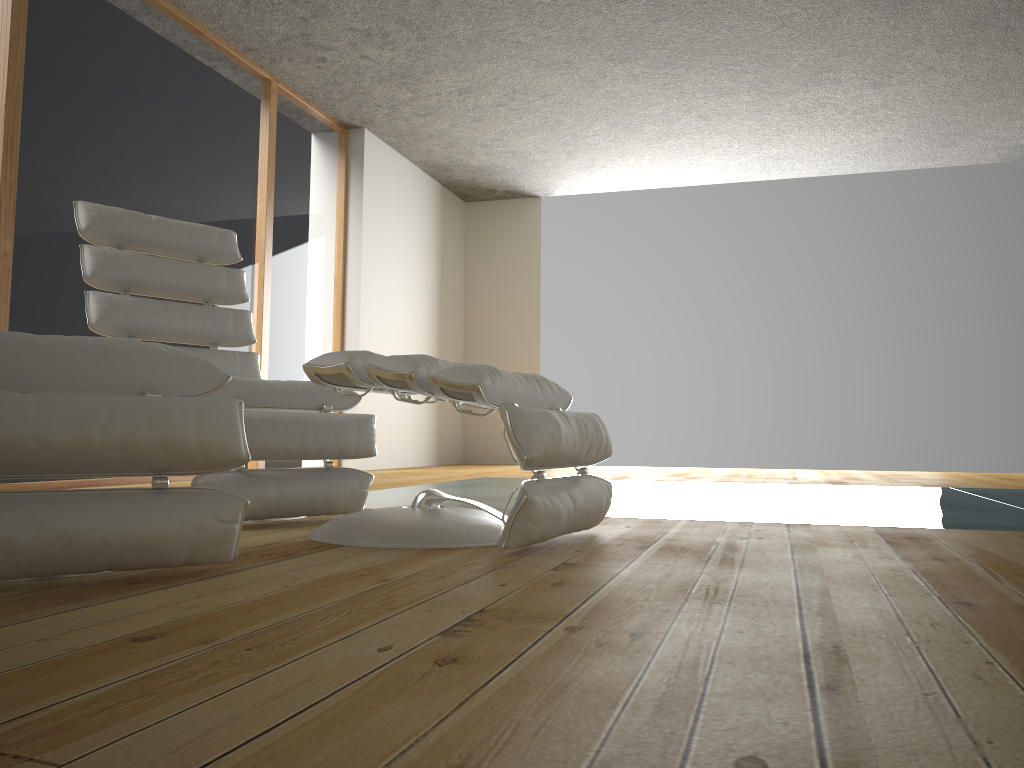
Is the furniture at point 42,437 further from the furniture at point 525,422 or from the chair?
the chair

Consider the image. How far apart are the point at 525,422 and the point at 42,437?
0.9 meters

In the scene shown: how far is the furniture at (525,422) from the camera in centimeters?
179cm

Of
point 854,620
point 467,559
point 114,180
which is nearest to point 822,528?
point 467,559

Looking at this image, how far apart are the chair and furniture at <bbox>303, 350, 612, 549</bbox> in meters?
0.2 m

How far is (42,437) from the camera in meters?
1.3

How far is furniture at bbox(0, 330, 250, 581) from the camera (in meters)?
1.33

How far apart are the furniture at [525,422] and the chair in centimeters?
21cm

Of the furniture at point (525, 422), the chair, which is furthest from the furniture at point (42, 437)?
the chair

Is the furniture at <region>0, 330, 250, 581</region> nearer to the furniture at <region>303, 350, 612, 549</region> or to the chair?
the furniture at <region>303, 350, 612, 549</region>
